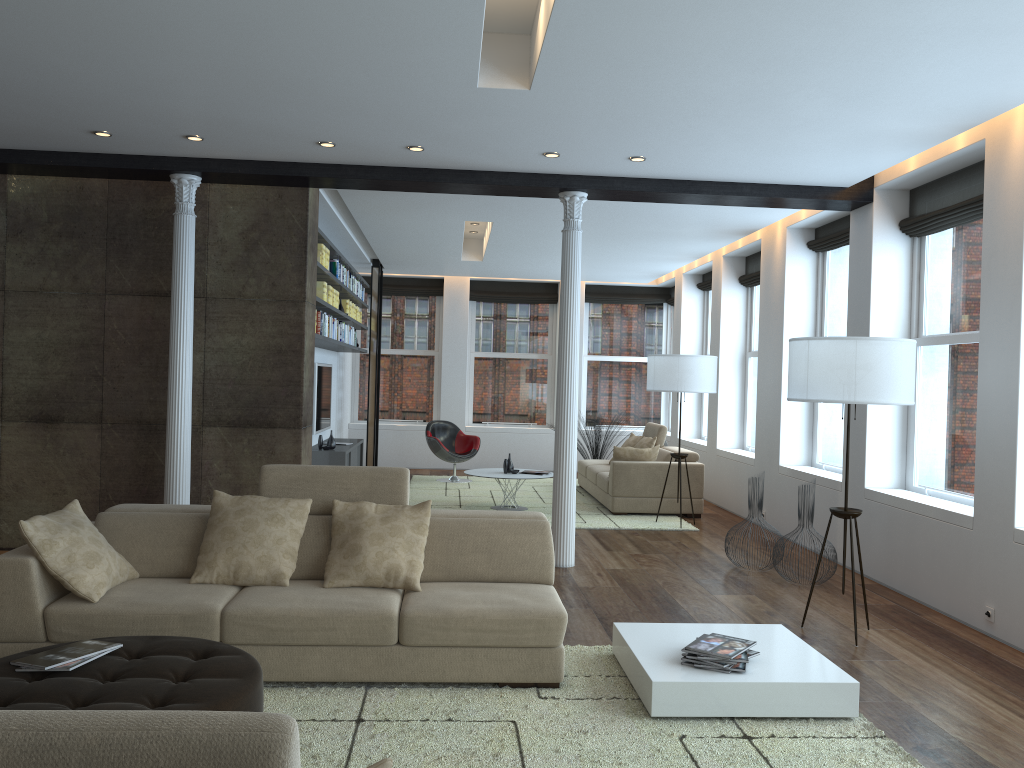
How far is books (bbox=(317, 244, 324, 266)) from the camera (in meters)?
7.91

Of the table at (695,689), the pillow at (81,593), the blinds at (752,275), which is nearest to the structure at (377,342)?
the blinds at (752,275)

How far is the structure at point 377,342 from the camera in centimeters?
1235cm

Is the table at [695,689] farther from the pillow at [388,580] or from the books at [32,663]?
the books at [32,663]

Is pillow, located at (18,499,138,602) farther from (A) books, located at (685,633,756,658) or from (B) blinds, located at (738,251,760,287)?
(B) blinds, located at (738,251,760,287)

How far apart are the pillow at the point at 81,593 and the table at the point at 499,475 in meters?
5.2

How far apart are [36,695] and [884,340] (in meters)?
4.27

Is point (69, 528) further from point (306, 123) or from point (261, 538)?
point (306, 123)

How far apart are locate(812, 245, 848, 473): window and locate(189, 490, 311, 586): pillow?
5.26m

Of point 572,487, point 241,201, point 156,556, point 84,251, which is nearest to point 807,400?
point 572,487
